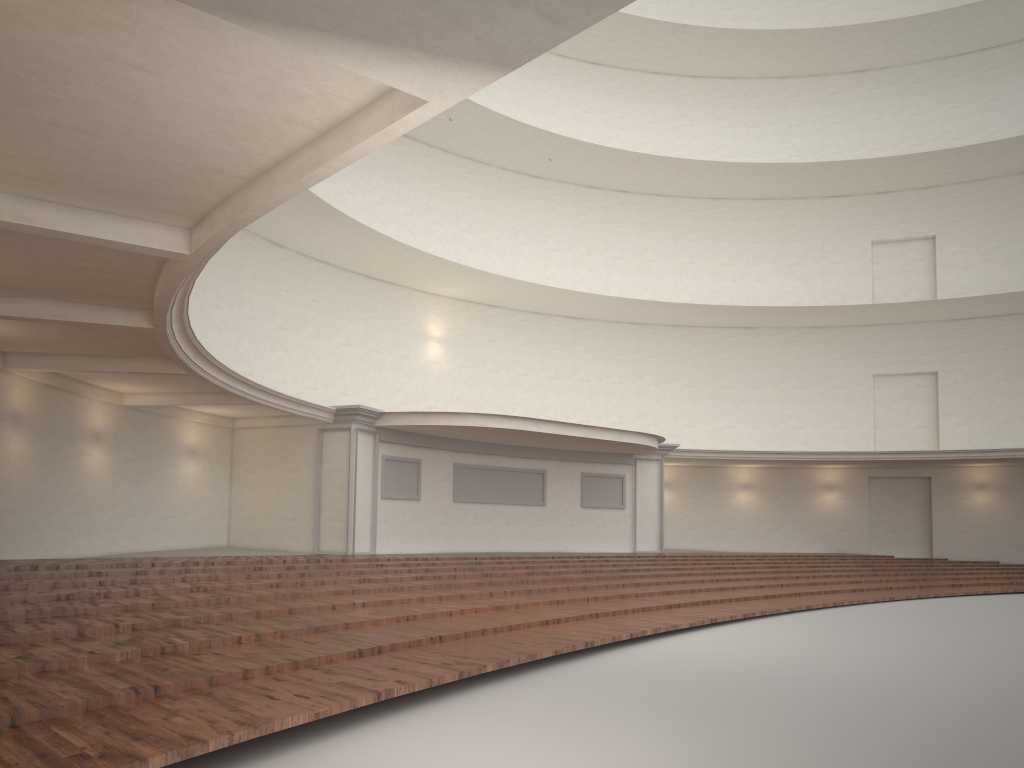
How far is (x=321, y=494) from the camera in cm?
1789
